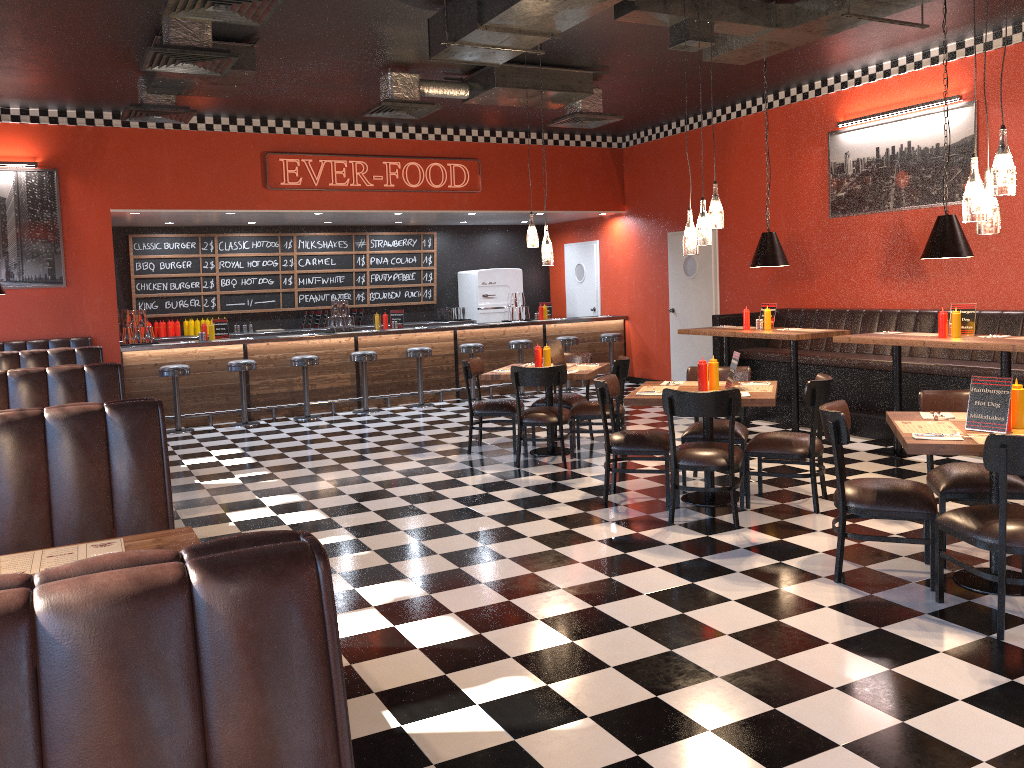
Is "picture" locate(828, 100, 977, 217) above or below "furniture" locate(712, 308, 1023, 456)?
above

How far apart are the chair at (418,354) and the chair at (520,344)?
1.3m

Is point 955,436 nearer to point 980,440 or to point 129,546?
point 980,440

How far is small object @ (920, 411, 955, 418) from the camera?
4.64m

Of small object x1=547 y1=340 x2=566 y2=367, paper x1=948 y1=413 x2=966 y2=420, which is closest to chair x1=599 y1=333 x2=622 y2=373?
small object x1=547 y1=340 x2=566 y2=367

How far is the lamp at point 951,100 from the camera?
8.2m

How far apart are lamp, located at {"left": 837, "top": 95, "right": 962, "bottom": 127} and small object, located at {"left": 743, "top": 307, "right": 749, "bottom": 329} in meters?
2.4 m

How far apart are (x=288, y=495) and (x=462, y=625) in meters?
3.1

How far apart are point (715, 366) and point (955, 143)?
4.2m

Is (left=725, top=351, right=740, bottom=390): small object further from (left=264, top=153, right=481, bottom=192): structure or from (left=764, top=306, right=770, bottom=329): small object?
(left=264, top=153, right=481, bottom=192): structure
